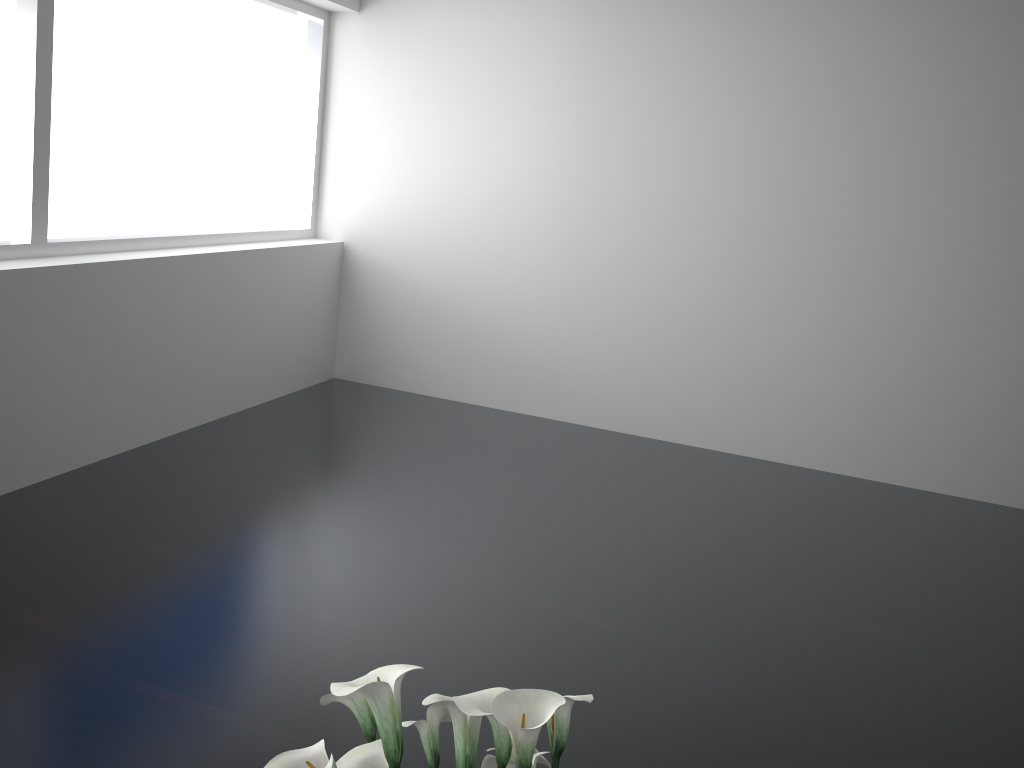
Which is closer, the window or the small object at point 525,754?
the small object at point 525,754

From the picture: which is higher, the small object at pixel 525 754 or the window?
the window

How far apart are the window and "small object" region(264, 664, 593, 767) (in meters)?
2.92

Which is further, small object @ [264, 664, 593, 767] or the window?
the window

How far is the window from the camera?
3.4 meters

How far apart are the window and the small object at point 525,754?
2.92m

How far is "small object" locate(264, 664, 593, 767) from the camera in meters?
1.1 m

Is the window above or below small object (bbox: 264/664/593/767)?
above

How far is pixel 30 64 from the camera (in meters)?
3.42
